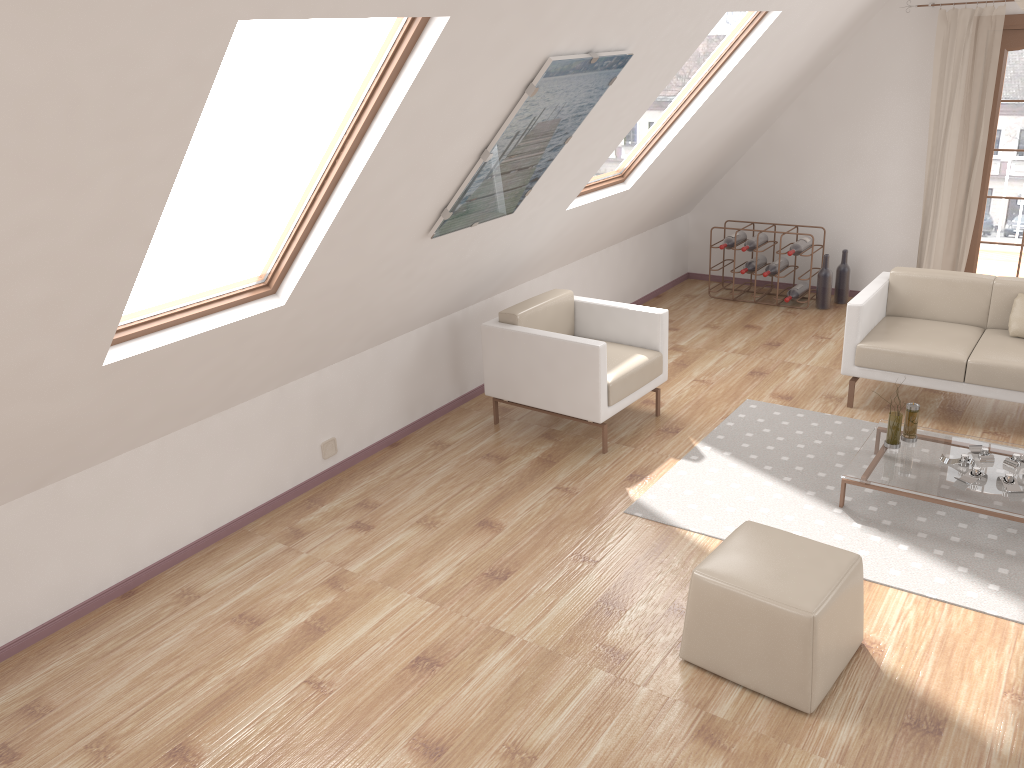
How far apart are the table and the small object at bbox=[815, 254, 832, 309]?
2.66m

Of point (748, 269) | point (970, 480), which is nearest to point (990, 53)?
point (748, 269)

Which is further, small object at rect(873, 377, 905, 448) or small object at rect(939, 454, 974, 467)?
small object at rect(873, 377, 905, 448)

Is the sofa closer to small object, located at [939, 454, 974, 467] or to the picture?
small object, located at [939, 454, 974, 467]

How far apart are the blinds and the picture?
3.7m

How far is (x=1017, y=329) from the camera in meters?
5.0 m

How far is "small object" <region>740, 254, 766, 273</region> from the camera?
7.24m

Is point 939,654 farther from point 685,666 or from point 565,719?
point 565,719

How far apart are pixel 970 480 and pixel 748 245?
3.58m

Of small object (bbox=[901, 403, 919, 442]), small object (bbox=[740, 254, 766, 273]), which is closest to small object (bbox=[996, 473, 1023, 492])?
small object (bbox=[901, 403, 919, 442])
